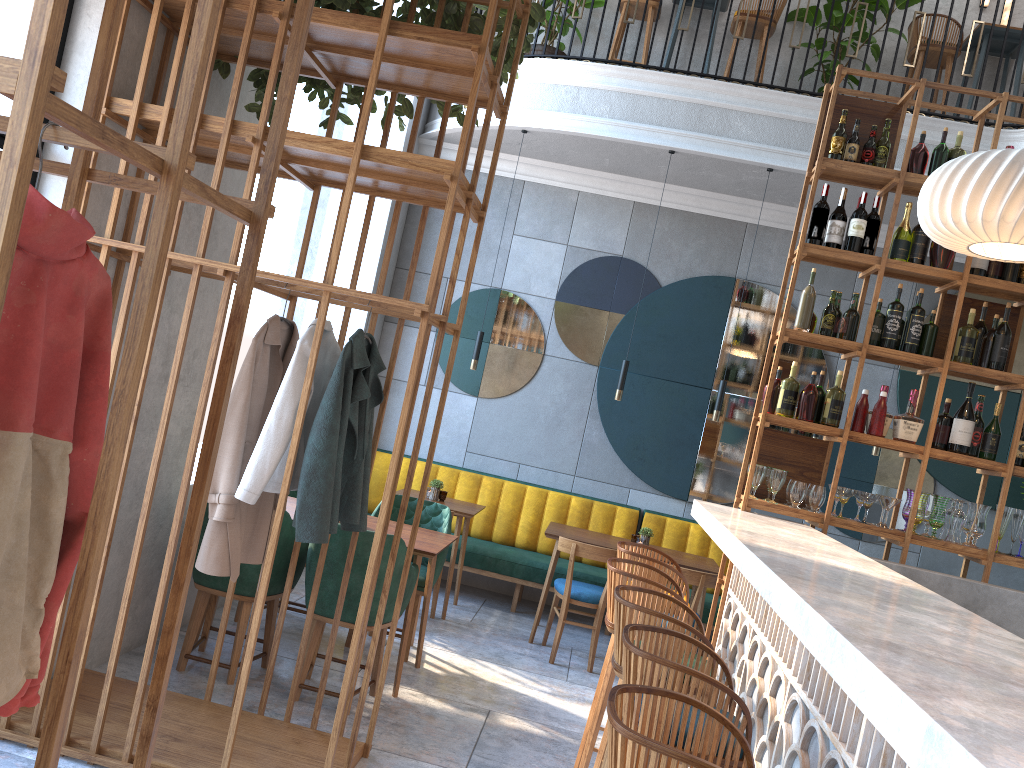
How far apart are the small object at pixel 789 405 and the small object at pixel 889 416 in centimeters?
45cm

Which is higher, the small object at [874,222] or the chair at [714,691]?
the small object at [874,222]

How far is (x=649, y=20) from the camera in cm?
688

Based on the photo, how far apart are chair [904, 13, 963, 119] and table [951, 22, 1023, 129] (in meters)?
0.18

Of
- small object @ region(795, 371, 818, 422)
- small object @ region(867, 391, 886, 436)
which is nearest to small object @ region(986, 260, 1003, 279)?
small object @ region(867, 391, 886, 436)

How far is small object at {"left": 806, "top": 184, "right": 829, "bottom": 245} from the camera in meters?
4.4

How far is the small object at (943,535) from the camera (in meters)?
4.38

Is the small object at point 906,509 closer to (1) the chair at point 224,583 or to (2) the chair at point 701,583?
(2) the chair at point 701,583

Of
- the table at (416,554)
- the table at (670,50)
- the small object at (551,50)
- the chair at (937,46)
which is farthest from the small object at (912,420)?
the small object at (551,50)

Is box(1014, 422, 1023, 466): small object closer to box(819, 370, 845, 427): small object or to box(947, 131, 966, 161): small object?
box(819, 370, 845, 427): small object
